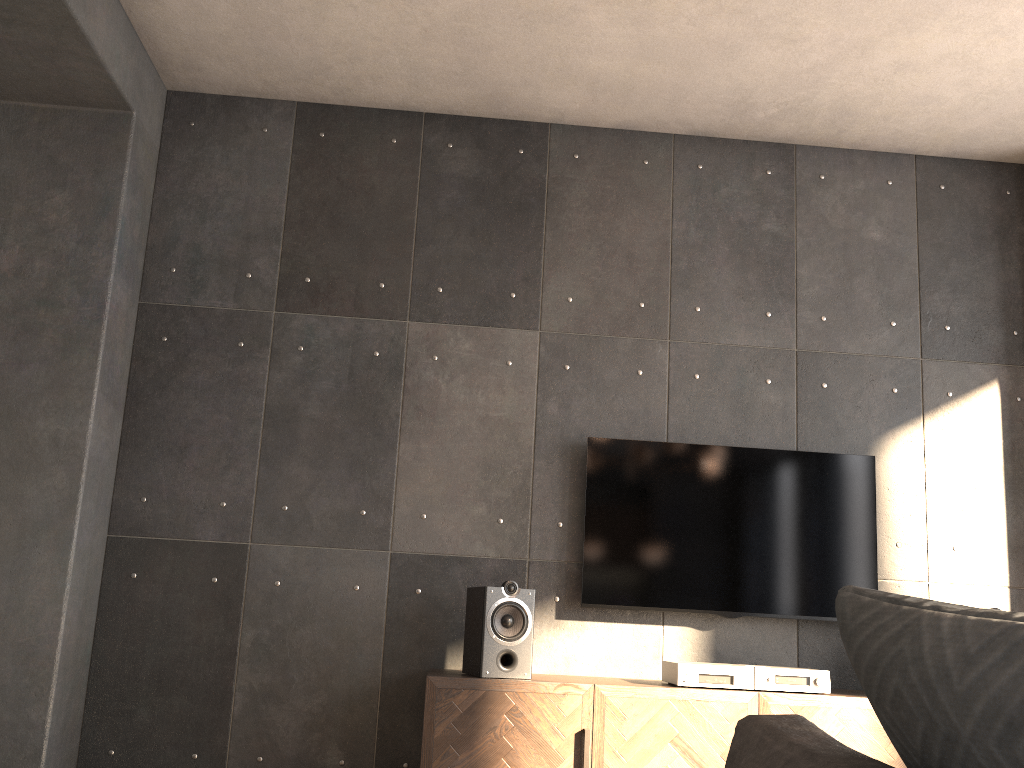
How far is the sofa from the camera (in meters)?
0.41

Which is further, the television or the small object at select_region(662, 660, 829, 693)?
the television

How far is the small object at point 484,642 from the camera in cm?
312

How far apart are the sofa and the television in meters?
3.0 m

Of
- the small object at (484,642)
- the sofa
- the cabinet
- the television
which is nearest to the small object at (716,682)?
the cabinet

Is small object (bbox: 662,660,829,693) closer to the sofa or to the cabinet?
the cabinet

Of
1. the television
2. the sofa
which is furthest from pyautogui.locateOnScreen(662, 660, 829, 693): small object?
the sofa

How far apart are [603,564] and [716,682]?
0.67m

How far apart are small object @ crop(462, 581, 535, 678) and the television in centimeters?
42cm

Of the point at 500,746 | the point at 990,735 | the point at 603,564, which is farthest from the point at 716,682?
the point at 990,735
